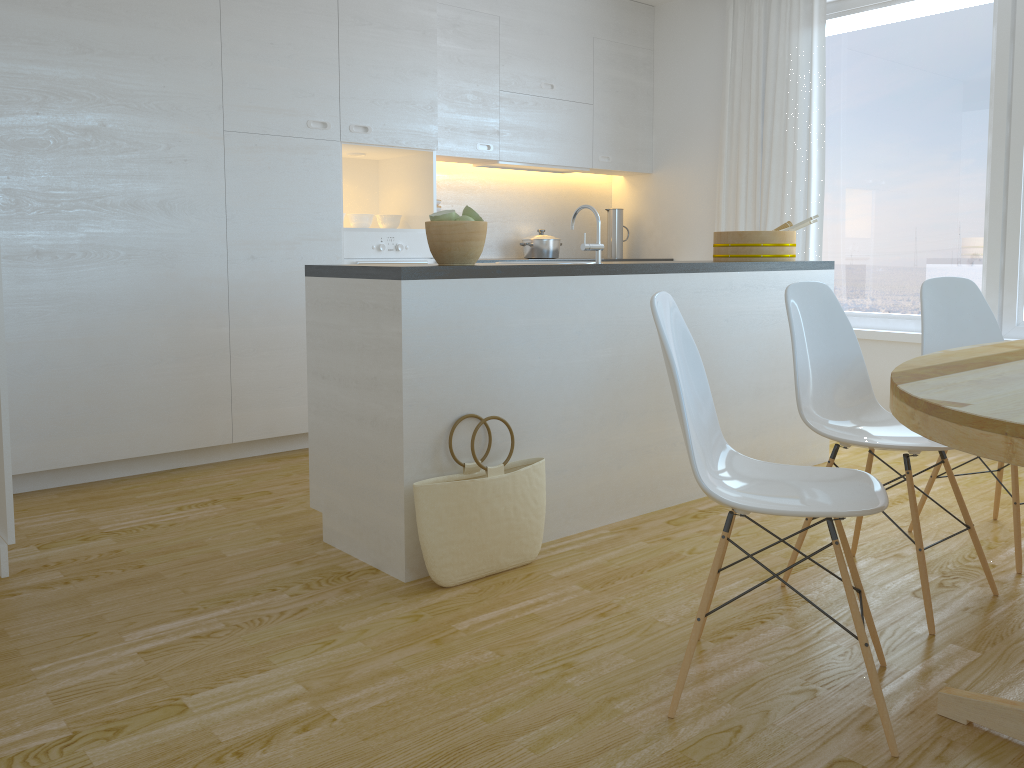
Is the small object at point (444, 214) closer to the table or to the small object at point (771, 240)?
the table

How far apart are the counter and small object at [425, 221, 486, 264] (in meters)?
0.09

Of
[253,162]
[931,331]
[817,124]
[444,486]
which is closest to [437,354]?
[444,486]

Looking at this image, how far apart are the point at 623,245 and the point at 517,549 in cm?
405

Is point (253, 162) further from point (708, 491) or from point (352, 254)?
point (708, 491)

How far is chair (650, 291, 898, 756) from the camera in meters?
1.8 m

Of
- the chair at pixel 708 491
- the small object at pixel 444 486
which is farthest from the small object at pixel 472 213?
the chair at pixel 708 491

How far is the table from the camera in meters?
1.4 m

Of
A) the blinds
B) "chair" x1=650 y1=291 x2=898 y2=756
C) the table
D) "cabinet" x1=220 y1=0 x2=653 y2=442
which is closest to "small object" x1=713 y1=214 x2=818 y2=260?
the blinds

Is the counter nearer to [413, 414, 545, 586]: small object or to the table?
[413, 414, 545, 586]: small object
